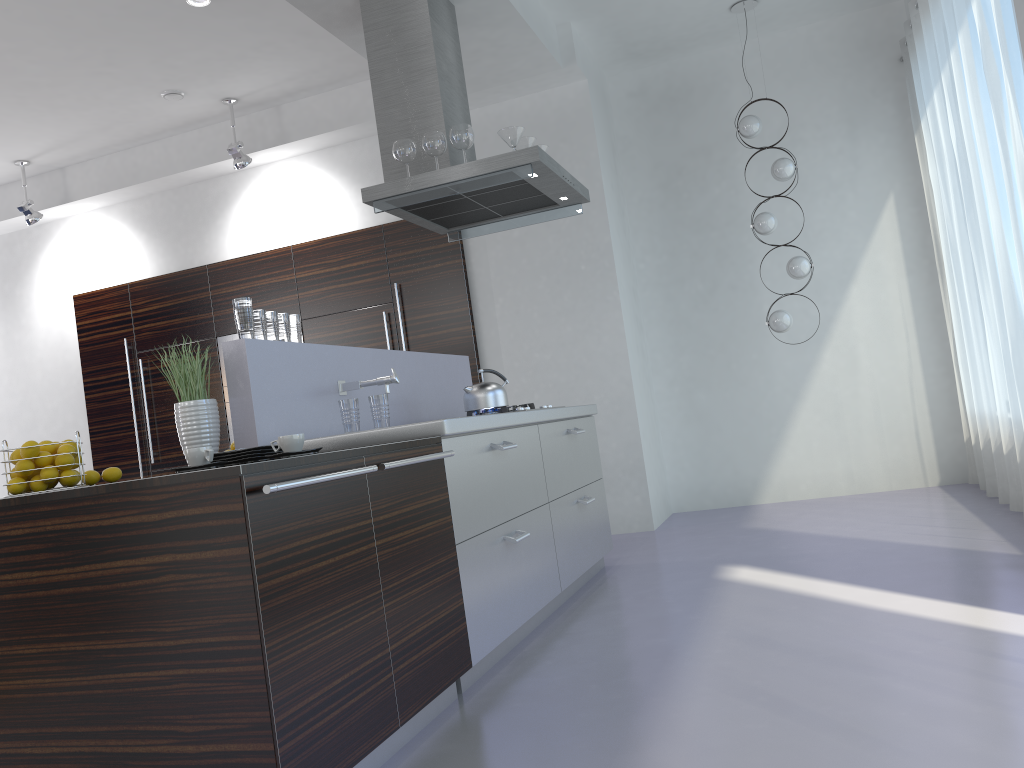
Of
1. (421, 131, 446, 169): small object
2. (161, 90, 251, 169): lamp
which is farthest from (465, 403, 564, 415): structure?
(161, 90, 251, 169): lamp

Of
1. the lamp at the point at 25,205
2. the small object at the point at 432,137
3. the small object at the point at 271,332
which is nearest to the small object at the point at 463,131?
the small object at the point at 432,137

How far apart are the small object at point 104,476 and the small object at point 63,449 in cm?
23

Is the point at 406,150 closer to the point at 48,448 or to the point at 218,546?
the point at 48,448

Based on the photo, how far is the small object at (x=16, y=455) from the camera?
2.7m

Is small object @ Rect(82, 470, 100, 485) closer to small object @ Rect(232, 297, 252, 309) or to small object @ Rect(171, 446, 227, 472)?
small object @ Rect(171, 446, 227, 472)

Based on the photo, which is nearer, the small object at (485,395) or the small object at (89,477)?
the small object at (89,477)

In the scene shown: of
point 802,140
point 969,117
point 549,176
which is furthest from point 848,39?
point 549,176

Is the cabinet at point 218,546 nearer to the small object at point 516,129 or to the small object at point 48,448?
the small object at point 48,448

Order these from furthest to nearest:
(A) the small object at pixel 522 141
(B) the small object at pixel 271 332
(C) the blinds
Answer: (A) the small object at pixel 522 141
(C) the blinds
(B) the small object at pixel 271 332
